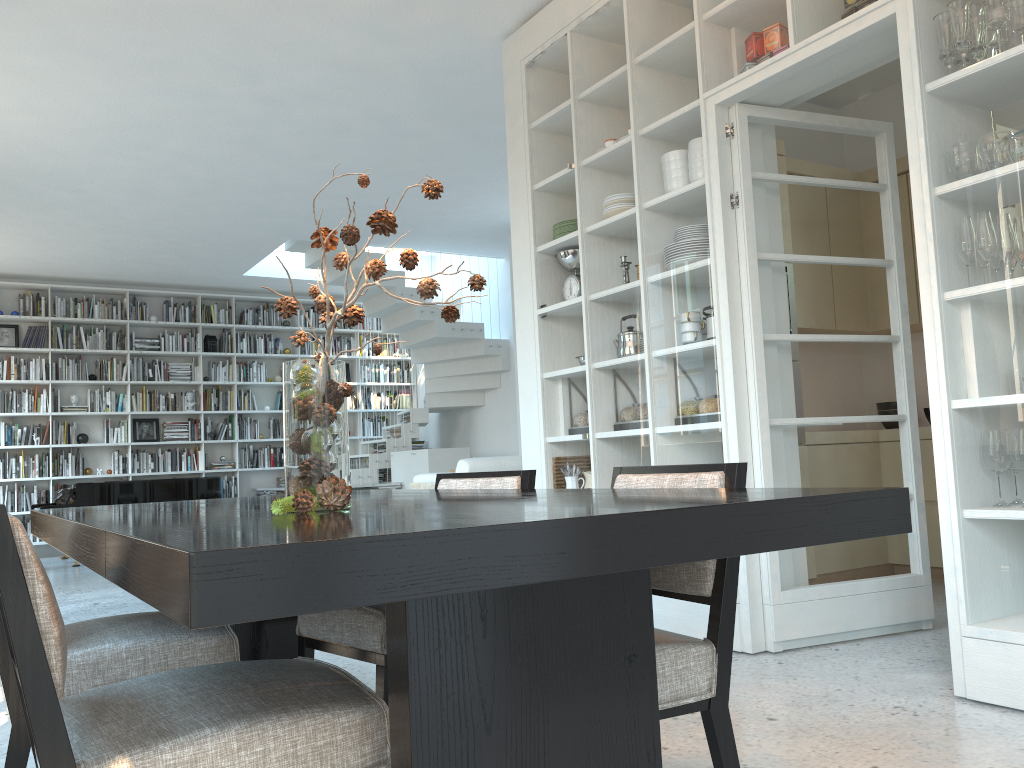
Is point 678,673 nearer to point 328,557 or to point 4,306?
point 328,557

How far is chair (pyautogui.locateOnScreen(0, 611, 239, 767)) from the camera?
1.8 meters

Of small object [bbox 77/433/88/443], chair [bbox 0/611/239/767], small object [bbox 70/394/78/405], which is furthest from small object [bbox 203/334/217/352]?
chair [bbox 0/611/239/767]

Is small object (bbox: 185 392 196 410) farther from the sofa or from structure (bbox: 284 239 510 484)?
the sofa

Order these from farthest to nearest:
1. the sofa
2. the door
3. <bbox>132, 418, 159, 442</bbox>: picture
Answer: <bbox>132, 418, 159, 442</bbox>: picture
the sofa
the door

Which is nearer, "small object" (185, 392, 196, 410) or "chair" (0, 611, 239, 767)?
"chair" (0, 611, 239, 767)

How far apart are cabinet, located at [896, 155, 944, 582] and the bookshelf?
7.9 meters

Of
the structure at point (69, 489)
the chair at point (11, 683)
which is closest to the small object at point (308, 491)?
the chair at point (11, 683)

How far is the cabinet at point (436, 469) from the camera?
9.7m

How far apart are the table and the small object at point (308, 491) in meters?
0.0
